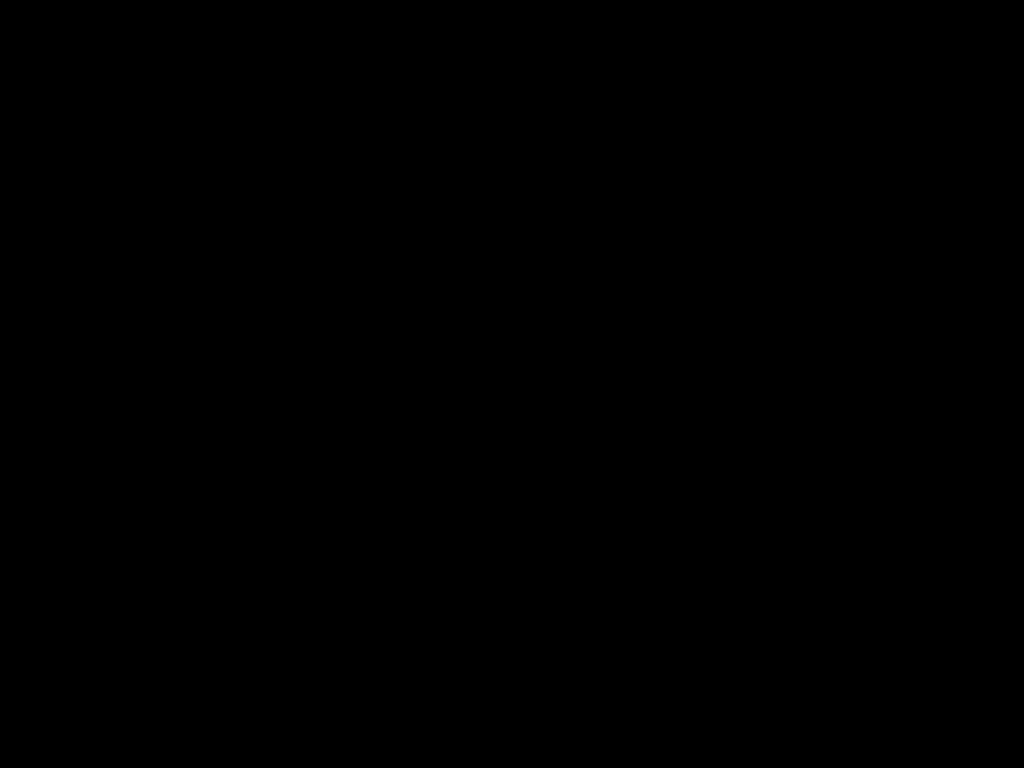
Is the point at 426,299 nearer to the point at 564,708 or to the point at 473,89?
the point at 473,89

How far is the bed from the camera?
0.51m

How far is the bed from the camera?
0.5 meters

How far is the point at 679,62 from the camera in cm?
51
